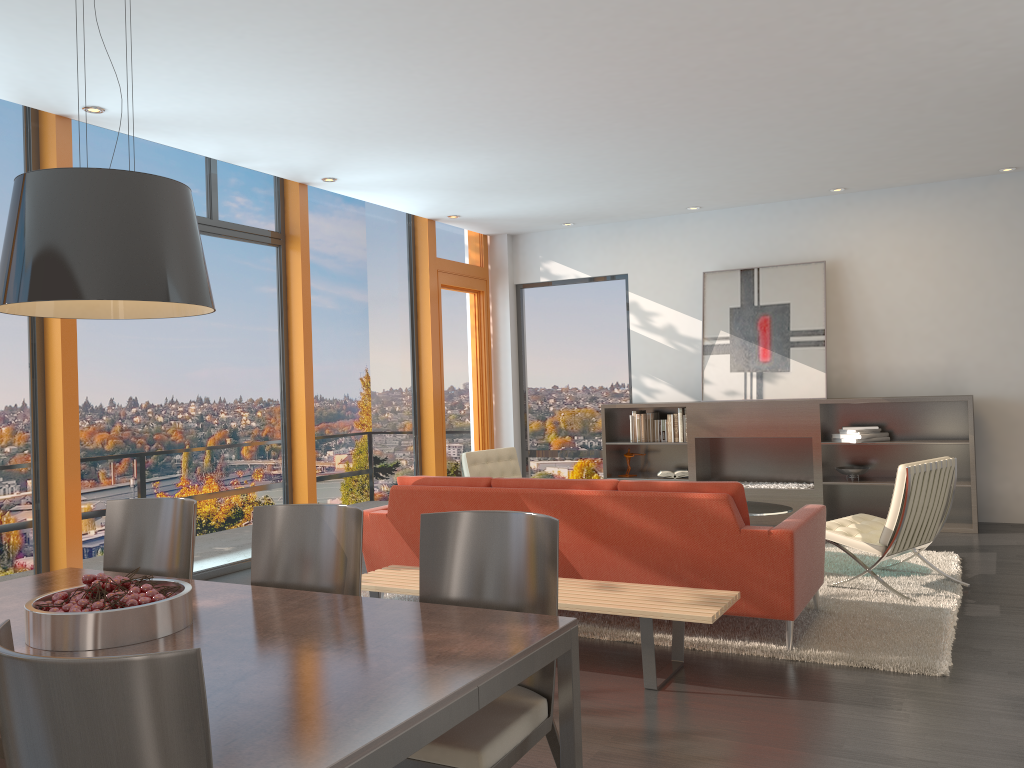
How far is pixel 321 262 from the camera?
8.0m

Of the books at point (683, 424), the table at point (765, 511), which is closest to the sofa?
the table at point (765, 511)

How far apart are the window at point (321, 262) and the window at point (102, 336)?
0.42m

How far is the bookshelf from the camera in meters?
8.0 m

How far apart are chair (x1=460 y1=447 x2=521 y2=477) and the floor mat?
1.8 meters

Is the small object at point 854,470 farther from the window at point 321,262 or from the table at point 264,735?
the table at point 264,735

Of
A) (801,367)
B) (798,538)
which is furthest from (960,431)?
(798,538)

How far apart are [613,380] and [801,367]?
2.12m

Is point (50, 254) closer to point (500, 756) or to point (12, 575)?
point (500, 756)

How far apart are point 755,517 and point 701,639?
4.1 meters
